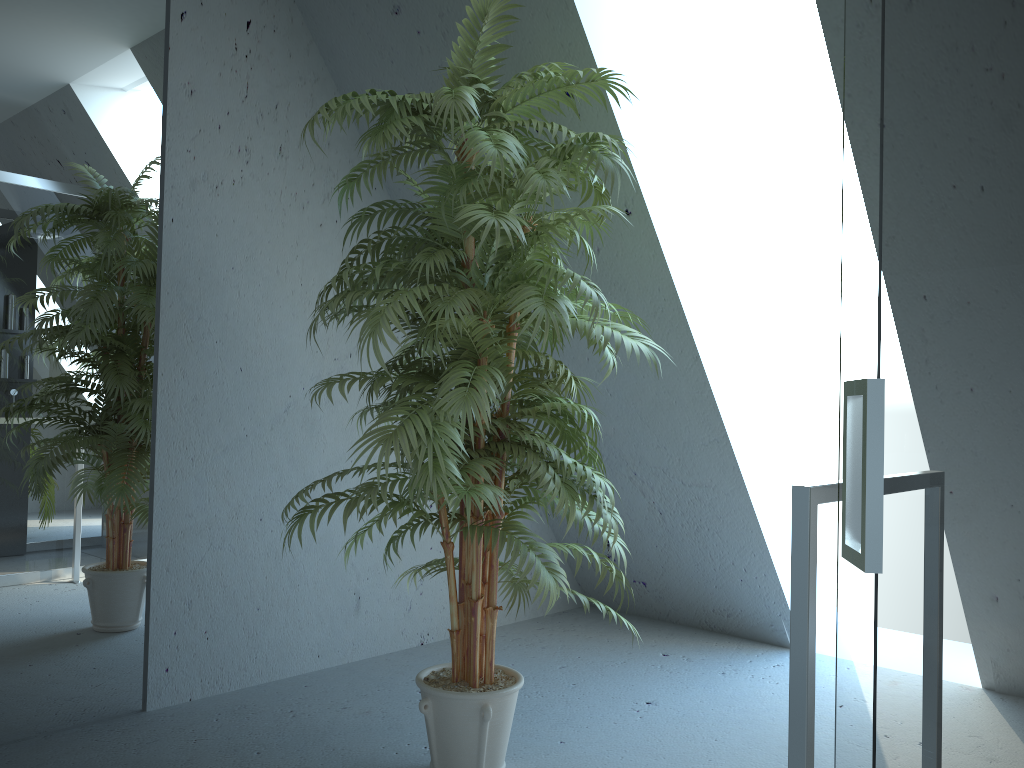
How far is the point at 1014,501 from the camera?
0.70m

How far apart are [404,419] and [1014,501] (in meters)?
1.43

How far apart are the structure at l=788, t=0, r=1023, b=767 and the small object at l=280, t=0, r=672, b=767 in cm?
70

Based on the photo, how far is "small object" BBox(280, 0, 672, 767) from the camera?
2.0m

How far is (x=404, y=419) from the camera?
2.0 meters

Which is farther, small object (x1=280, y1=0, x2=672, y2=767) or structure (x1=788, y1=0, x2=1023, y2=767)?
small object (x1=280, y1=0, x2=672, y2=767)

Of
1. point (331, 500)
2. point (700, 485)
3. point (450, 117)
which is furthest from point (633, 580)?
point (450, 117)

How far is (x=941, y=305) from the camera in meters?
0.7

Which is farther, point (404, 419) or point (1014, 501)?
point (404, 419)
